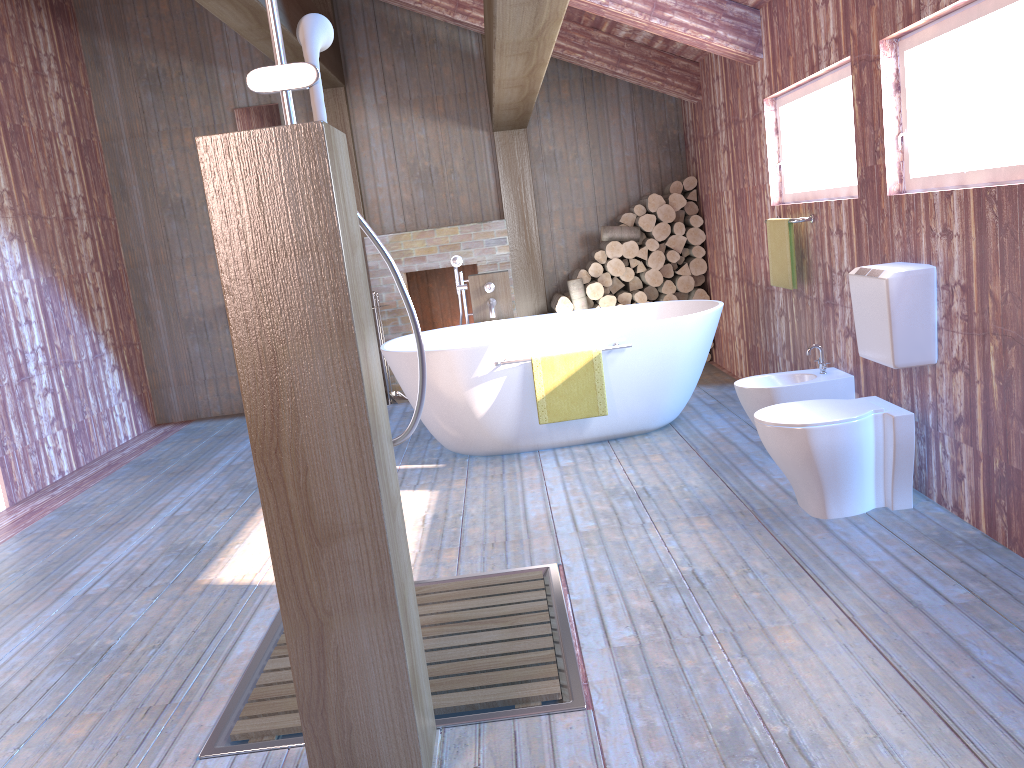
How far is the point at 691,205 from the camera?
6.8 meters

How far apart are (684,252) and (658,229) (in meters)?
0.31

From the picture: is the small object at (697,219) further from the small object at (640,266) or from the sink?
the sink

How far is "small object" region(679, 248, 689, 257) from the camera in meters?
6.9 m

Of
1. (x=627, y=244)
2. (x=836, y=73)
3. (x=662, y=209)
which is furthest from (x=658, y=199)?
(x=836, y=73)

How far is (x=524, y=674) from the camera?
2.5 meters

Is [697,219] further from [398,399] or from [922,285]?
[922,285]

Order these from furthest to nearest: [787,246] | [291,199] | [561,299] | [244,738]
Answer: [561,299] < [787,246] < [244,738] < [291,199]

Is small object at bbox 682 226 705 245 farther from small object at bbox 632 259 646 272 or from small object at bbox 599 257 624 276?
small object at bbox 599 257 624 276

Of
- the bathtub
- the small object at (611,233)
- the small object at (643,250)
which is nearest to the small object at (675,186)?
the small object at (611,233)
